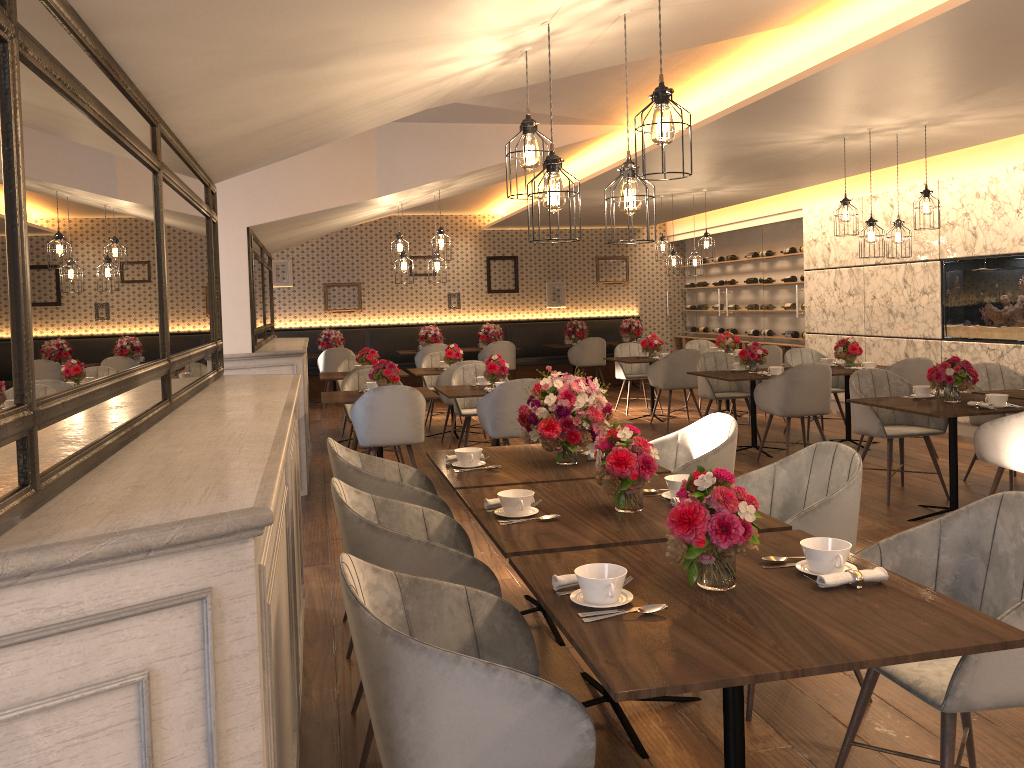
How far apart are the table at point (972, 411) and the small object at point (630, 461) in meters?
2.8 m

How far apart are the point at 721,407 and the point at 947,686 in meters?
9.4 m

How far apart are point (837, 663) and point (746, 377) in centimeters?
612cm

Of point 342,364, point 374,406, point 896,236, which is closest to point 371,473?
point 374,406

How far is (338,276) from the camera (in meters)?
14.26

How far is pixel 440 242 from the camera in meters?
7.9 m

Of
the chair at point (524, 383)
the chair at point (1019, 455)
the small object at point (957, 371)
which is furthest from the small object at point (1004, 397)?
the chair at point (524, 383)

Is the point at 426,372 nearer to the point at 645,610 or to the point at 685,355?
the point at 685,355

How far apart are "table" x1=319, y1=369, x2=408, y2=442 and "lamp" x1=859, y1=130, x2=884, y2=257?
4.8 meters

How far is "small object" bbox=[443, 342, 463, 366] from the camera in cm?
946
